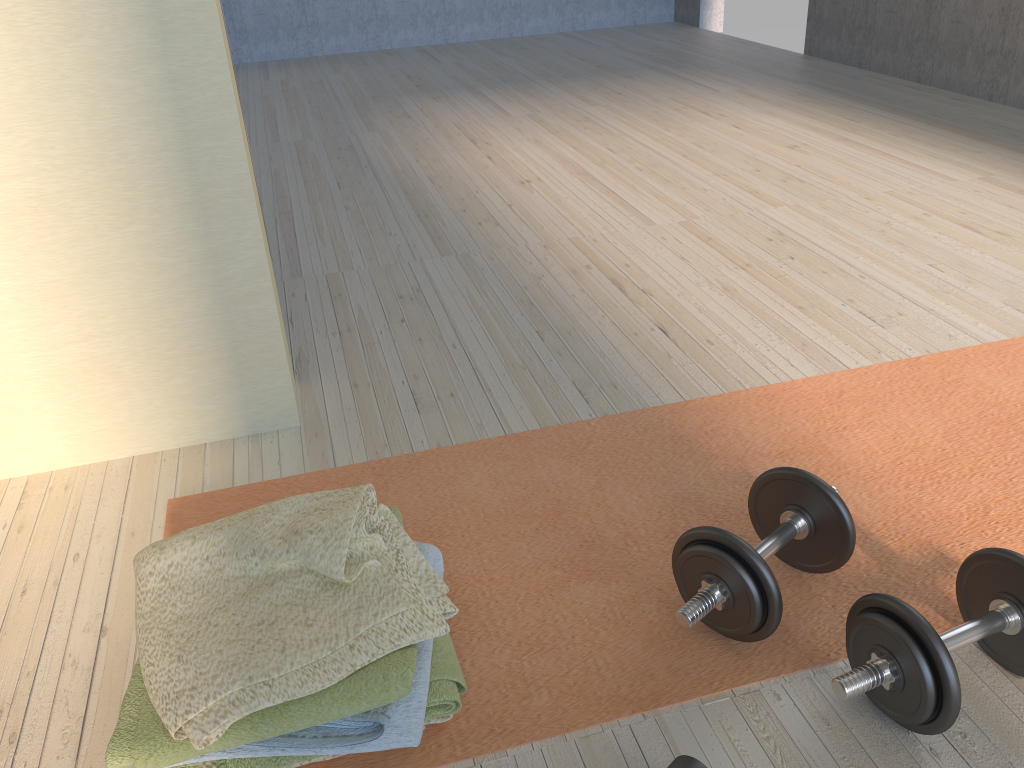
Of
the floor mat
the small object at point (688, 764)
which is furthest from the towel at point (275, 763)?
the small object at point (688, 764)

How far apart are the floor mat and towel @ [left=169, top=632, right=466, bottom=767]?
0.01m

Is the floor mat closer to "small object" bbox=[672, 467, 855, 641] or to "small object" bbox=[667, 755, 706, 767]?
"small object" bbox=[672, 467, 855, 641]

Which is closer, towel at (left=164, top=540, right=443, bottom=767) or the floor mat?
towel at (left=164, top=540, right=443, bottom=767)

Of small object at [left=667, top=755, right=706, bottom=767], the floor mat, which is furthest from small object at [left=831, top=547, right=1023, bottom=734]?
small object at [left=667, top=755, right=706, bottom=767]

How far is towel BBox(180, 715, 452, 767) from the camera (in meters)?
1.09

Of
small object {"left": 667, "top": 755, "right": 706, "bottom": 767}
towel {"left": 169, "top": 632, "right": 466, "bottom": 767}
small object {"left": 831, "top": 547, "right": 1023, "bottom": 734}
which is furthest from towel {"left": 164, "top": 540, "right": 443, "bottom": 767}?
small object {"left": 831, "top": 547, "right": 1023, "bottom": 734}

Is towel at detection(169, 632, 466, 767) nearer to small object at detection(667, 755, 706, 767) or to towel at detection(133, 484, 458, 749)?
towel at detection(133, 484, 458, 749)

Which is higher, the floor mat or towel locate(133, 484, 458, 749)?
towel locate(133, 484, 458, 749)

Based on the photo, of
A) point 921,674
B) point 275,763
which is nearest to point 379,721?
point 275,763
